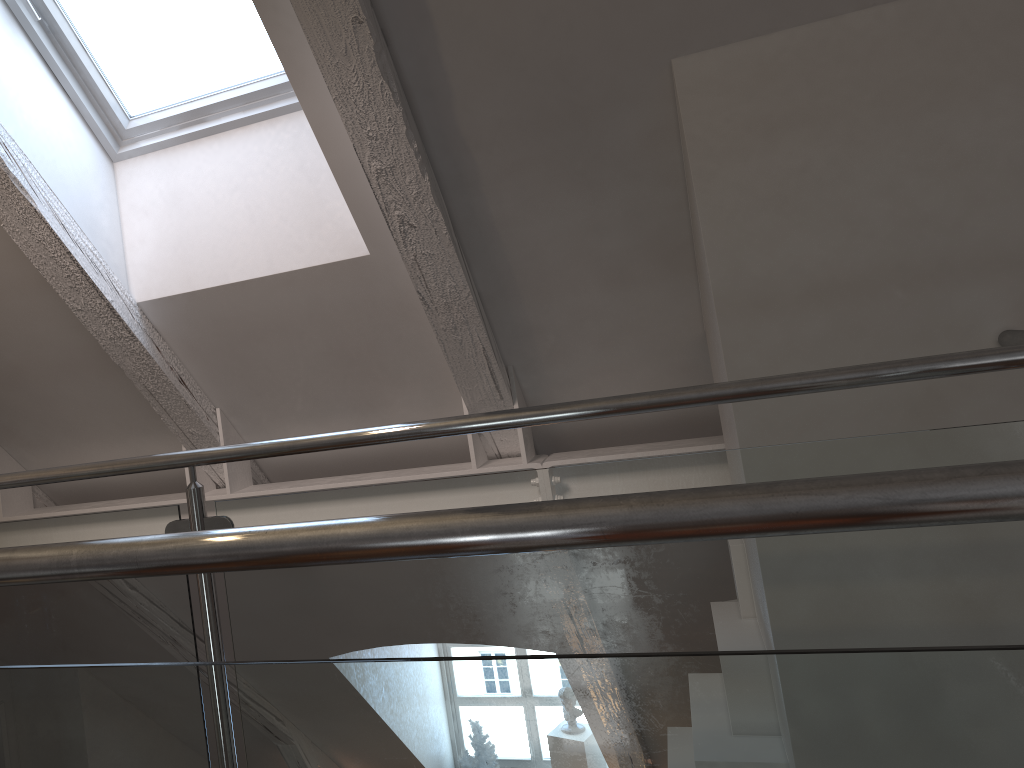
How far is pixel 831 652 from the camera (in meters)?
0.53

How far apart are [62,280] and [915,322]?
1.8m
